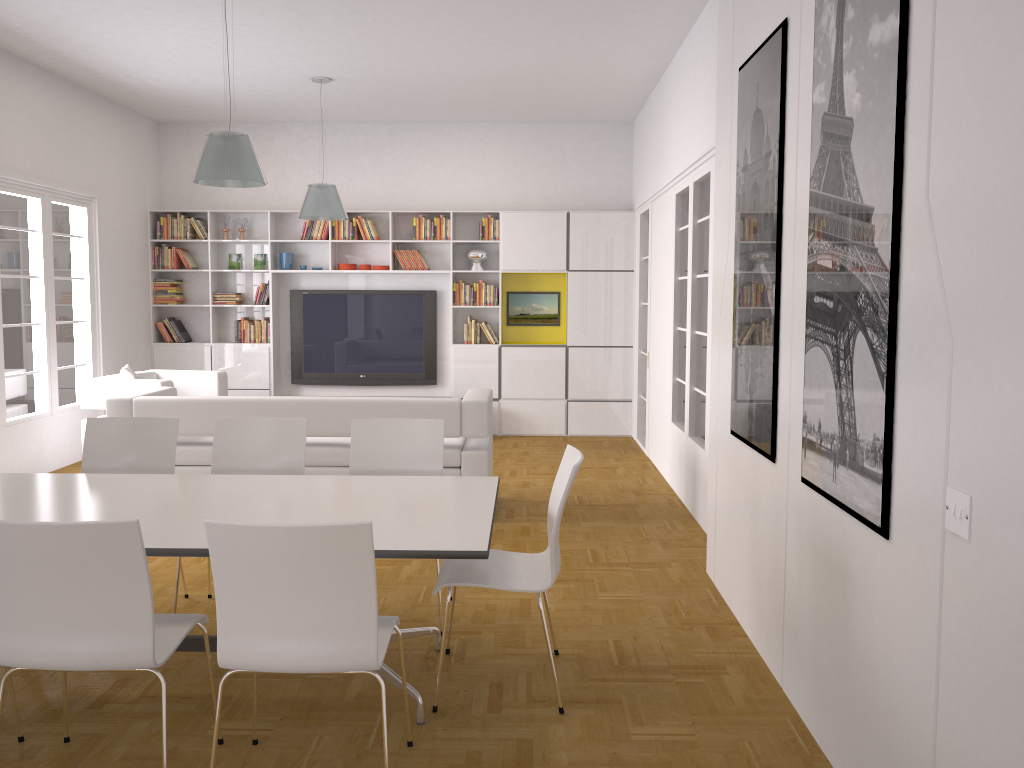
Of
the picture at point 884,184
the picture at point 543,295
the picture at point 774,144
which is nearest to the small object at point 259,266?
the picture at point 543,295

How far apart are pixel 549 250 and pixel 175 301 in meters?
4.2

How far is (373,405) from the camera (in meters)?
6.03

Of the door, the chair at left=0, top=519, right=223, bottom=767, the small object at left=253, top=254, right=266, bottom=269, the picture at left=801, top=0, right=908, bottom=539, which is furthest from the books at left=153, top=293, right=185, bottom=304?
the picture at left=801, top=0, right=908, bottom=539

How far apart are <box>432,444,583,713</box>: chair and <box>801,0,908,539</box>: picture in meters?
0.8

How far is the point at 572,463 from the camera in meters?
3.6 m

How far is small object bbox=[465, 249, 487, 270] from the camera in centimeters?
973cm

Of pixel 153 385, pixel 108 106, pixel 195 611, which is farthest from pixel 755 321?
pixel 108 106

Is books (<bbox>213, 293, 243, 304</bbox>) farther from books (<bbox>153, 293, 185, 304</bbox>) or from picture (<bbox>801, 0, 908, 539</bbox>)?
picture (<bbox>801, 0, 908, 539</bbox>)

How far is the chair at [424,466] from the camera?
4.5 meters
